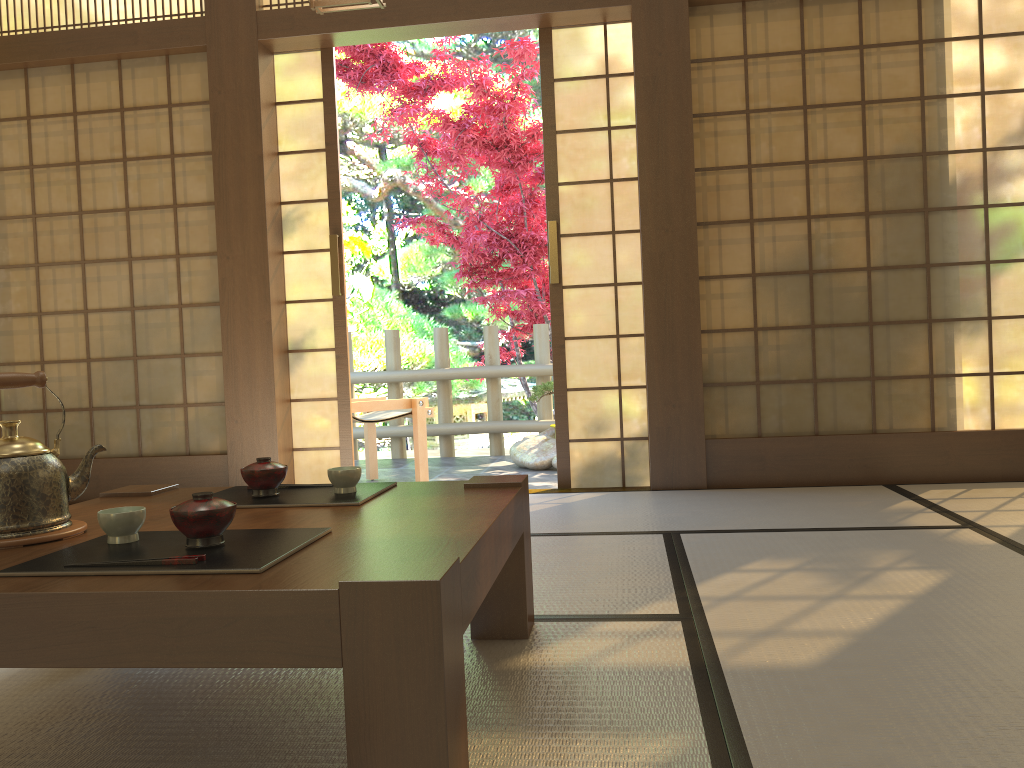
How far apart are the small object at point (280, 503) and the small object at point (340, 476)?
0.0m

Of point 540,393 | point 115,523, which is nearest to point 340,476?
point 115,523

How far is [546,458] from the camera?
5.9 meters

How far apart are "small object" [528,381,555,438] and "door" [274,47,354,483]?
2.04m

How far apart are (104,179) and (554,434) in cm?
341

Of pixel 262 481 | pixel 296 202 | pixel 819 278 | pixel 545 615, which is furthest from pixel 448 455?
pixel 262 481

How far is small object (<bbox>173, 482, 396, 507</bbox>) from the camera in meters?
1.8 m

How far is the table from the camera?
1.1m

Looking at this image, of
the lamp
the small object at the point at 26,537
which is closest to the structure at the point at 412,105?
the lamp

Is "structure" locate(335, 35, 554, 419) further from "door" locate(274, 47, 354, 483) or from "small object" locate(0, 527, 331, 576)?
"small object" locate(0, 527, 331, 576)
